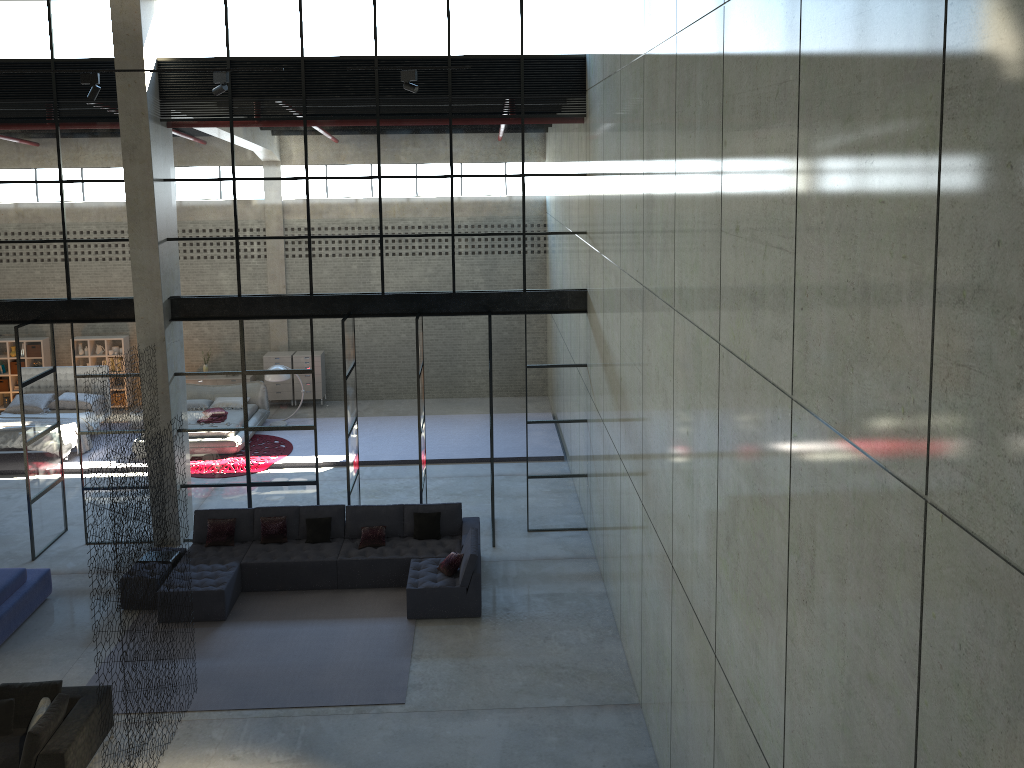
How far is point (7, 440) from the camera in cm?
1719

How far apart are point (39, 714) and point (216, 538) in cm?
433

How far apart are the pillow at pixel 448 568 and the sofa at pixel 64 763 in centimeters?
443cm

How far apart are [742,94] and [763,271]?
1.1m

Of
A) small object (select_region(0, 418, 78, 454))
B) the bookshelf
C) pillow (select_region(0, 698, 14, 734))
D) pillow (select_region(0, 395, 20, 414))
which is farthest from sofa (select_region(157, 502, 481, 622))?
the bookshelf

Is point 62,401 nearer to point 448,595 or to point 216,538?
point 216,538

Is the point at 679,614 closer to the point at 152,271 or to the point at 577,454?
the point at 577,454

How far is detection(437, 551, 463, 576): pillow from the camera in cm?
1189

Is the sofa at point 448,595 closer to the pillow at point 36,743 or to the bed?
the pillow at point 36,743

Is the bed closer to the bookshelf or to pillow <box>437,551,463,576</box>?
the bookshelf
